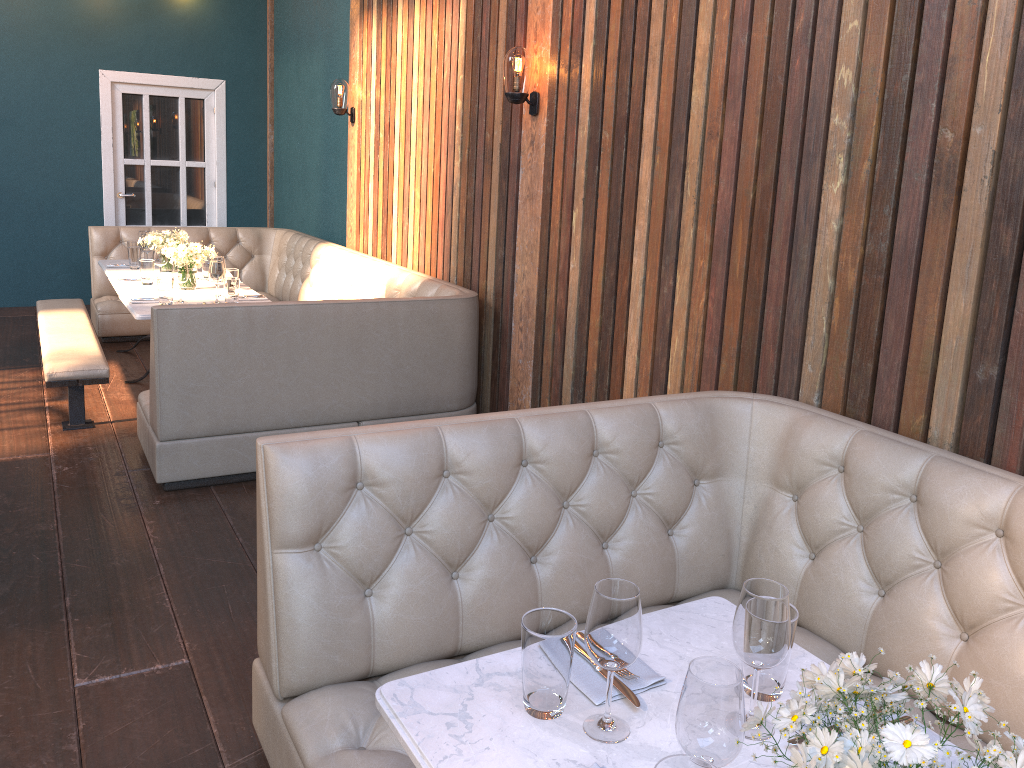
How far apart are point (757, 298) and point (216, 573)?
2.23m

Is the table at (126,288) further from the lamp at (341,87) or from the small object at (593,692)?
the small object at (593,692)

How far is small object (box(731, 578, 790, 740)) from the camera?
1.4m

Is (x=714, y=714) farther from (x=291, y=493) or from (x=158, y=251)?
(x=158, y=251)

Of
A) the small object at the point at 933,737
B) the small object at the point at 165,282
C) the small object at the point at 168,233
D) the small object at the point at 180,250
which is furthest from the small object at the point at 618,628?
the small object at the point at 168,233

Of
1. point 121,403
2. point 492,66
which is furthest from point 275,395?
point 492,66

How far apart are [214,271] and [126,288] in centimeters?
83cm

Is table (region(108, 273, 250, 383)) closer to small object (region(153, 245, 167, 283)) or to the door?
small object (region(153, 245, 167, 283))

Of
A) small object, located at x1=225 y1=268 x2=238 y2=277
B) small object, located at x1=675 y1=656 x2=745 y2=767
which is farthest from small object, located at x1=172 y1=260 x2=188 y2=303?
small object, located at x1=675 y1=656 x2=745 y2=767

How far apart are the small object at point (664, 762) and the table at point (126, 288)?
5.1 meters
